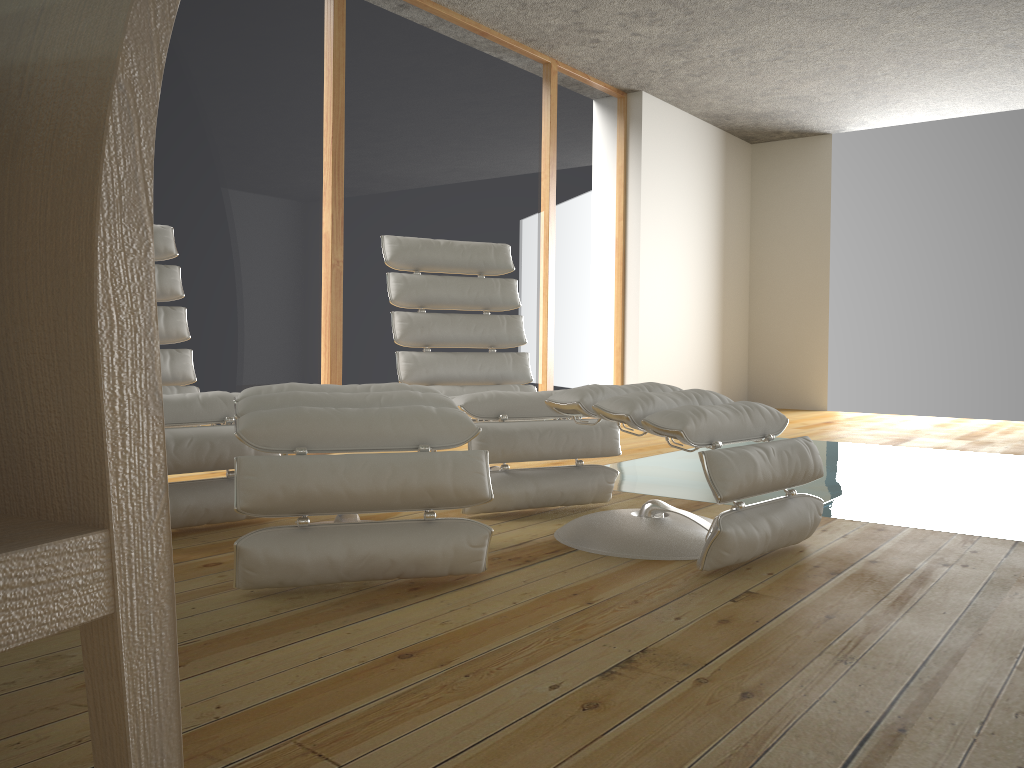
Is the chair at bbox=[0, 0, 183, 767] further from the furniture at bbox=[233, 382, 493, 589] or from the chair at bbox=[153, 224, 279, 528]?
the chair at bbox=[153, 224, 279, 528]

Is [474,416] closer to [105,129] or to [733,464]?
[733,464]

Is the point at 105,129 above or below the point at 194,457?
above

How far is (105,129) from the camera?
0.5 meters

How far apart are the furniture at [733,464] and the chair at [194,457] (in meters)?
0.88

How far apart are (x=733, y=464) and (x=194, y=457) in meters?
1.5

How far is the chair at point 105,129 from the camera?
0.5 meters

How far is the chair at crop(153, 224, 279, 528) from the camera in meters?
2.5

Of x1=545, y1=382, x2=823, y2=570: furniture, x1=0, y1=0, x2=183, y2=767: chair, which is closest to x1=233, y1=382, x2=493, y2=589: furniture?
x1=545, y1=382, x2=823, y2=570: furniture

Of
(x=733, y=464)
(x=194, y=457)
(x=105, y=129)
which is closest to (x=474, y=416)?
(x=194, y=457)
